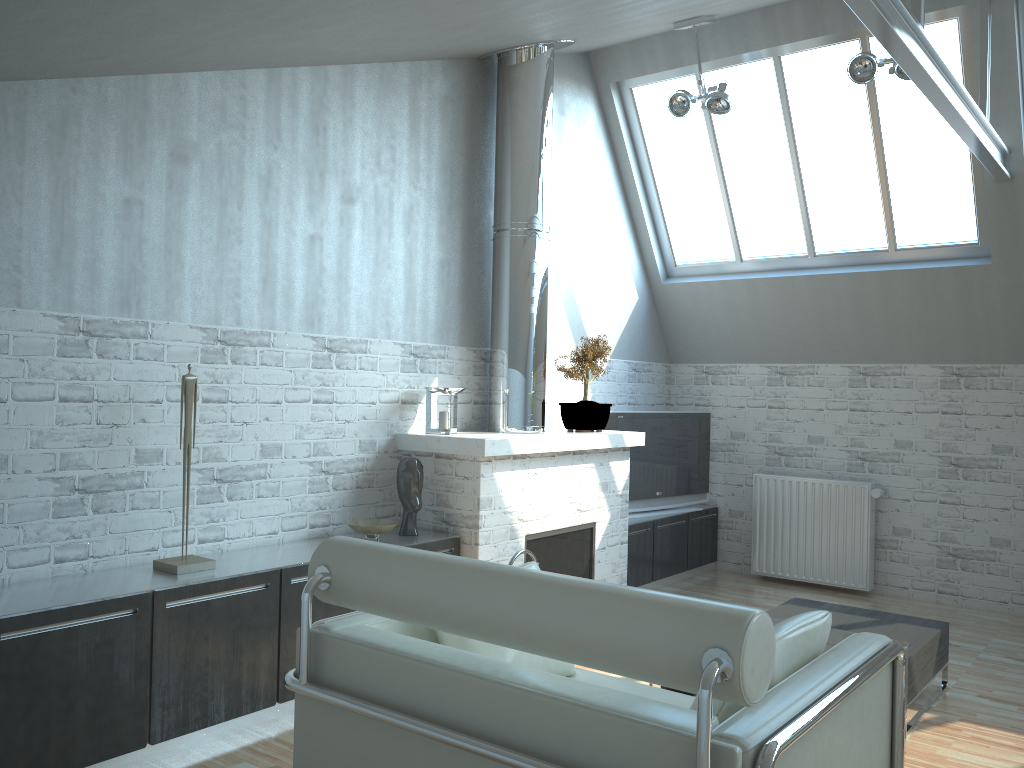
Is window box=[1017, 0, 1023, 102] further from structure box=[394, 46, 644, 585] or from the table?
the table

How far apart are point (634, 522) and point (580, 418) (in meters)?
2.13

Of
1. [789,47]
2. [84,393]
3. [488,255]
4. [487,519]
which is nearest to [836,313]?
[789,47]

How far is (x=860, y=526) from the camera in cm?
1257

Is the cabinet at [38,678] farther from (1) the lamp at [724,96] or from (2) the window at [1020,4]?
(2) the window at [1020,4]

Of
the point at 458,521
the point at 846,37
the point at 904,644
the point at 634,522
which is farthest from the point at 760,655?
the point at 846,37

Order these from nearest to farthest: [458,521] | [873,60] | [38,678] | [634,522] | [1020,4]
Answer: [38,678] < [458,521] < [873,60] < [1020,4] < [634,522]

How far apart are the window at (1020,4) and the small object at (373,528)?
8.85m

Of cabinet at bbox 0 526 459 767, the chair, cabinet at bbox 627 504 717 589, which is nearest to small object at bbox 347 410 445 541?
cabinet at bbox 0 526 459 767

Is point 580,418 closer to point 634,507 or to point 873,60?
point 634,507
